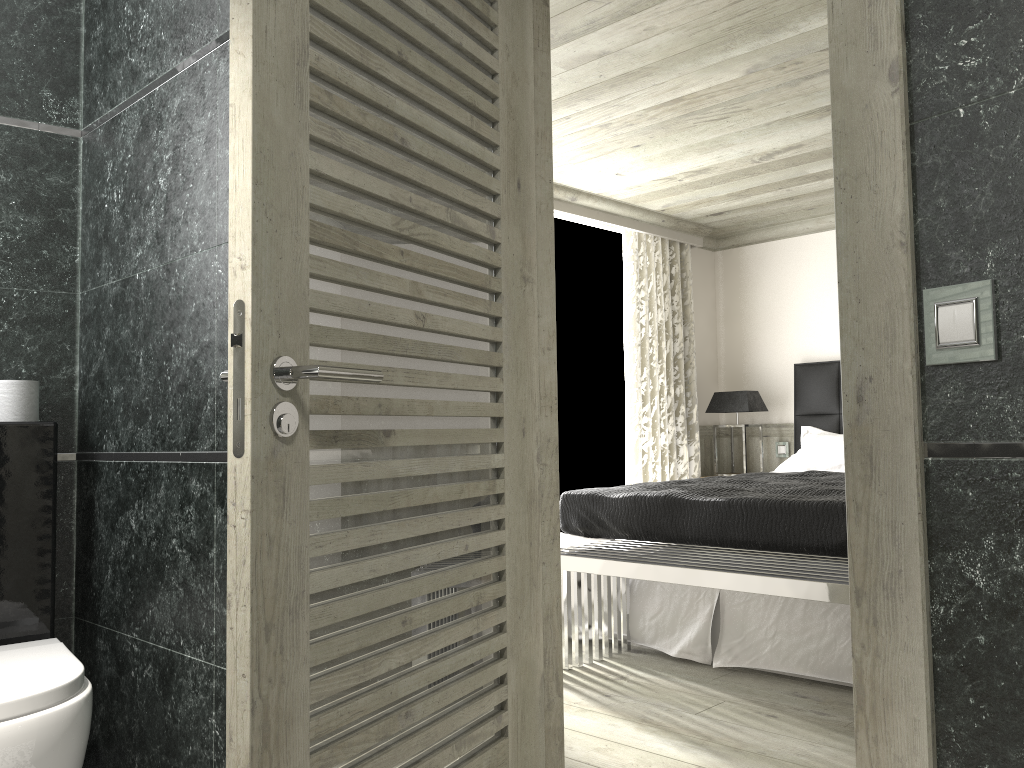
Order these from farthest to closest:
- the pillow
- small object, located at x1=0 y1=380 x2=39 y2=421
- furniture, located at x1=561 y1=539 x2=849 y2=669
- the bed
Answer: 1. the pillow
2. the bed
3. furniture, located at x1=561 y1=539 x2=849 y2=669
4. small object, located at x1=0 y1=380 x2=39 y2=421

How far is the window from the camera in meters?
6.5 m

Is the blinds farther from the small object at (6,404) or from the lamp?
the small object at (6,404)

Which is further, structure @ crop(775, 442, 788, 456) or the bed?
structure @ crop(775, 442, 788, 456)

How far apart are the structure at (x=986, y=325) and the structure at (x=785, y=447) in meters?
5.8

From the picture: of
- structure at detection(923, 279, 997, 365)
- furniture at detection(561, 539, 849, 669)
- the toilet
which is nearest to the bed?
furniture at detection(561, 539, 849, 669)

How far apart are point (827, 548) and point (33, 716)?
2.9 meters

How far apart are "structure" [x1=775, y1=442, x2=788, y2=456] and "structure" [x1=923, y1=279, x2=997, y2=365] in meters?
5.8 m

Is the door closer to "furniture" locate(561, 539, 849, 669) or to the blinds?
"furniture" locate(561, 539, 849, 669)

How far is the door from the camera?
1.45m
